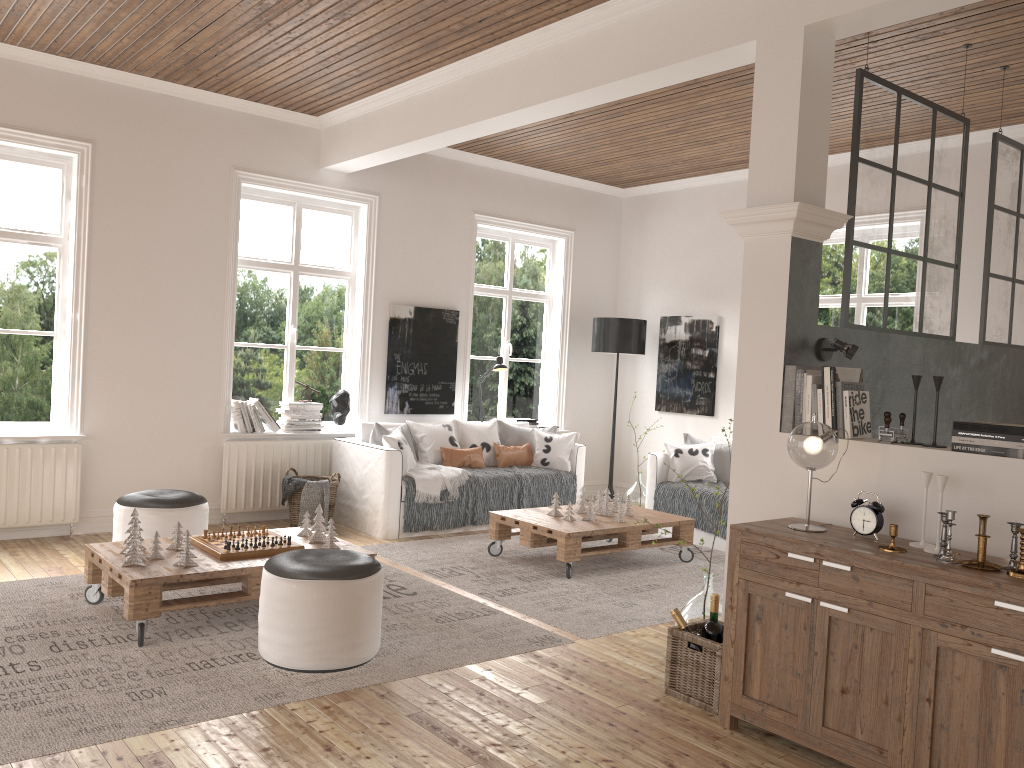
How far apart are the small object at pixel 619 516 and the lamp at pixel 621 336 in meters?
2.5

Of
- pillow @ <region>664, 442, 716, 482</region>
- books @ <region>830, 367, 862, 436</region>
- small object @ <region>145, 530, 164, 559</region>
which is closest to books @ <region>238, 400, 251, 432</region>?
small object @ <region>145, 530, 164, 559</region>

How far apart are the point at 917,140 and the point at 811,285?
1.29m

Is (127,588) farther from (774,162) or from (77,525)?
(774,162)

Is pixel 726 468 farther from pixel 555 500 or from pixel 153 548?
pixel 153 548

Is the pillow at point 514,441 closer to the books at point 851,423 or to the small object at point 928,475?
the books at point 851,423

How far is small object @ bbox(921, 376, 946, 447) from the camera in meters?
3.2 m

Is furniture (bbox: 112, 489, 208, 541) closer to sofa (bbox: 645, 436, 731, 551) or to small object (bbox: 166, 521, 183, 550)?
small object (bbox: 166, 521, 183, 550)

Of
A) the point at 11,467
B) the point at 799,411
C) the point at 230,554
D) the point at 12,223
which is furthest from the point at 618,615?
the point at 12,223

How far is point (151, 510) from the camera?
4.92m
